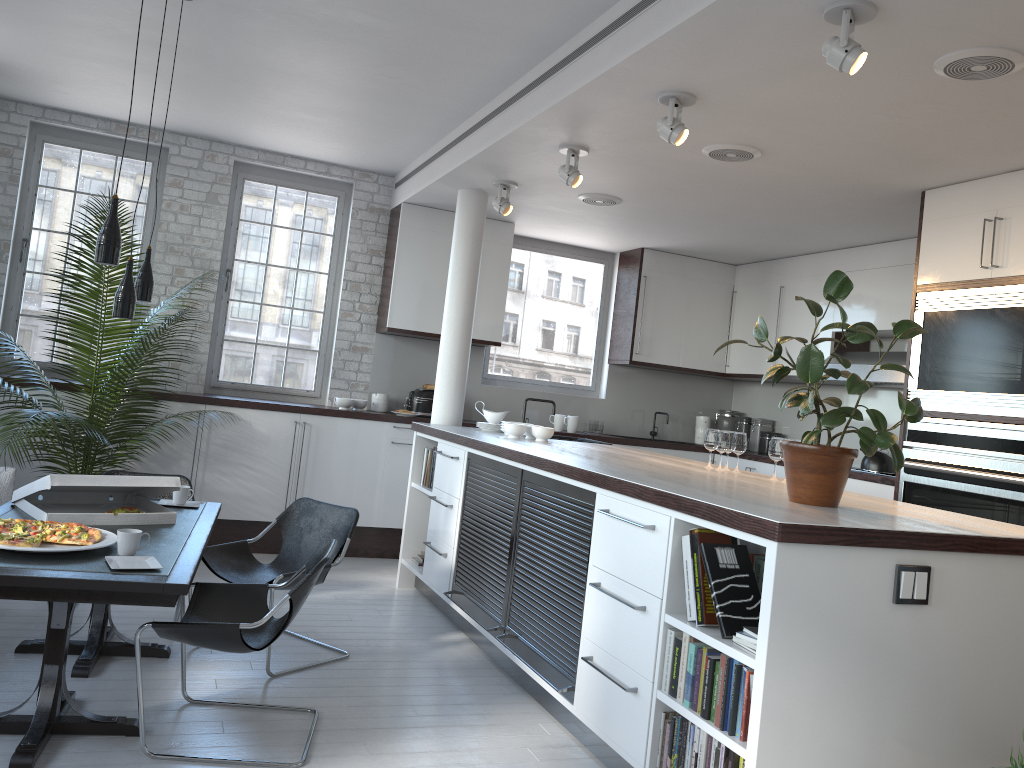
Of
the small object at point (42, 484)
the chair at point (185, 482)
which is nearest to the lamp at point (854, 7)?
the small object at point (42, 484)

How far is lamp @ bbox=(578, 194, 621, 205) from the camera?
6.43m

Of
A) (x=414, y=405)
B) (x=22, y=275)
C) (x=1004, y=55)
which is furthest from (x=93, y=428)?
(x=1004, y=55)

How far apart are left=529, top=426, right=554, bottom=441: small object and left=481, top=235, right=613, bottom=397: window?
2.6 meters

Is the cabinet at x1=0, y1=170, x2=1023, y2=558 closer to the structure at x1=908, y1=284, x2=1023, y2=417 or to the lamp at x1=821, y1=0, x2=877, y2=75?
the structure at x1=908, y1=284, x2=1023, y2=417

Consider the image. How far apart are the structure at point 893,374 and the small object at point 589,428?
2.23m

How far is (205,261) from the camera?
7.3 meters

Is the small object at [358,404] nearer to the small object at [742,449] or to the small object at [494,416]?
the small object at [494,416]

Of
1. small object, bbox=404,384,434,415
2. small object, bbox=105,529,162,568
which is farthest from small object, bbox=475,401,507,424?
small object, bbox=105,529,162,568

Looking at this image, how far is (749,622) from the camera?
3.0 meters
